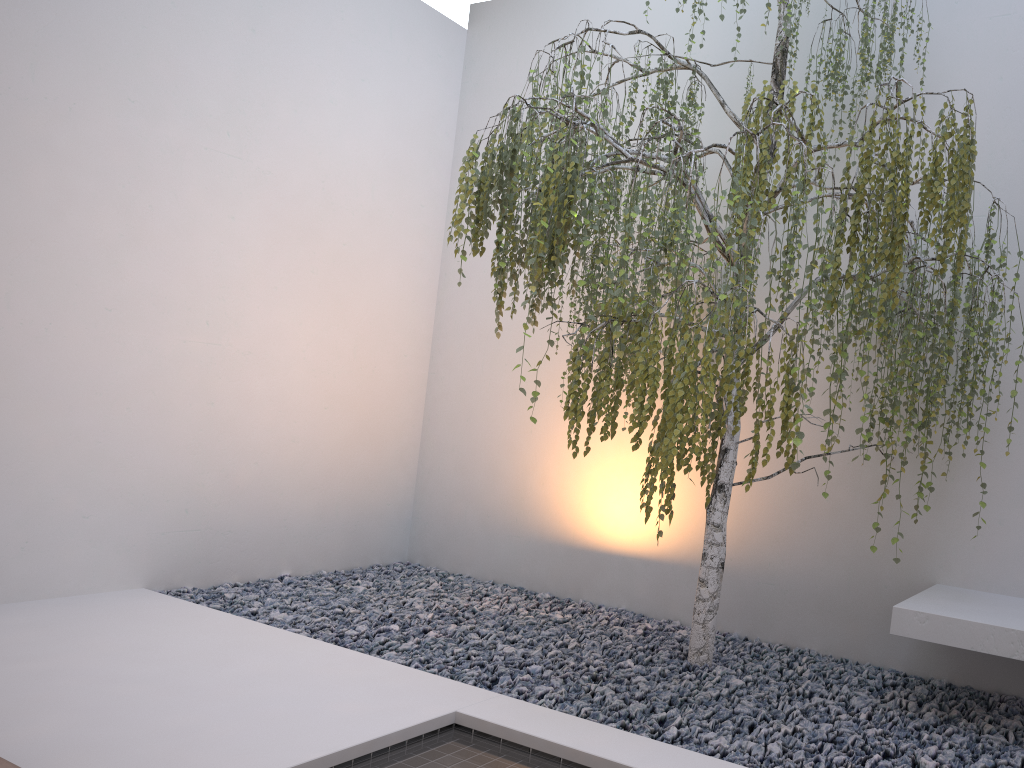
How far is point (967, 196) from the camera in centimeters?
243cm

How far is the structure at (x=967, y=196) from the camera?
2.4 meters

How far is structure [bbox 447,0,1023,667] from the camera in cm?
243

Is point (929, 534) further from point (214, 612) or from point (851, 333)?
point (214, 612)

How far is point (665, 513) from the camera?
2.5 meters
